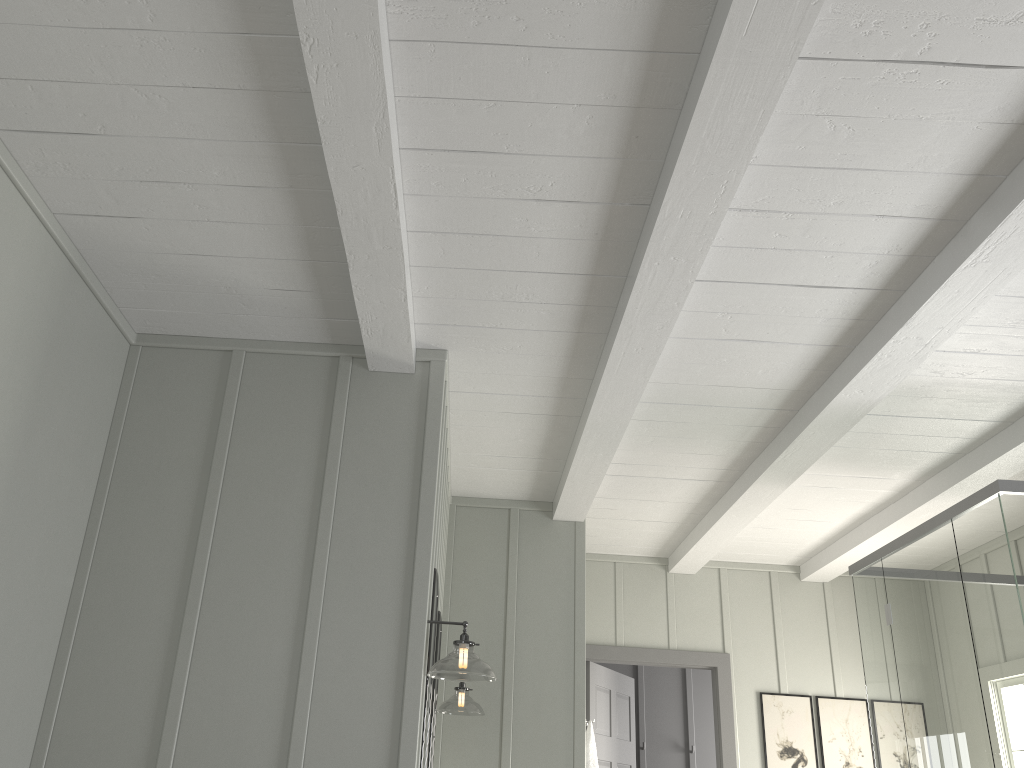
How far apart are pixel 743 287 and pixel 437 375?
1.1 meters

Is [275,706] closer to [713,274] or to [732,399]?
[713,274]

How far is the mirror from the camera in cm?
305

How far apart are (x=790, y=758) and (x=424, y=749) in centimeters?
319cm

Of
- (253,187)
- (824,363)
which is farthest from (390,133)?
(824,363)

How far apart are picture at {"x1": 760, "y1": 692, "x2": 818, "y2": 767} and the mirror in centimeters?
306cm

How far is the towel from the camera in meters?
4.4 m

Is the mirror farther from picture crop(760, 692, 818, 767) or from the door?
picture crop(760, 692, 818, 767)

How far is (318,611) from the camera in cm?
284

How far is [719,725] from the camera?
5.42m
